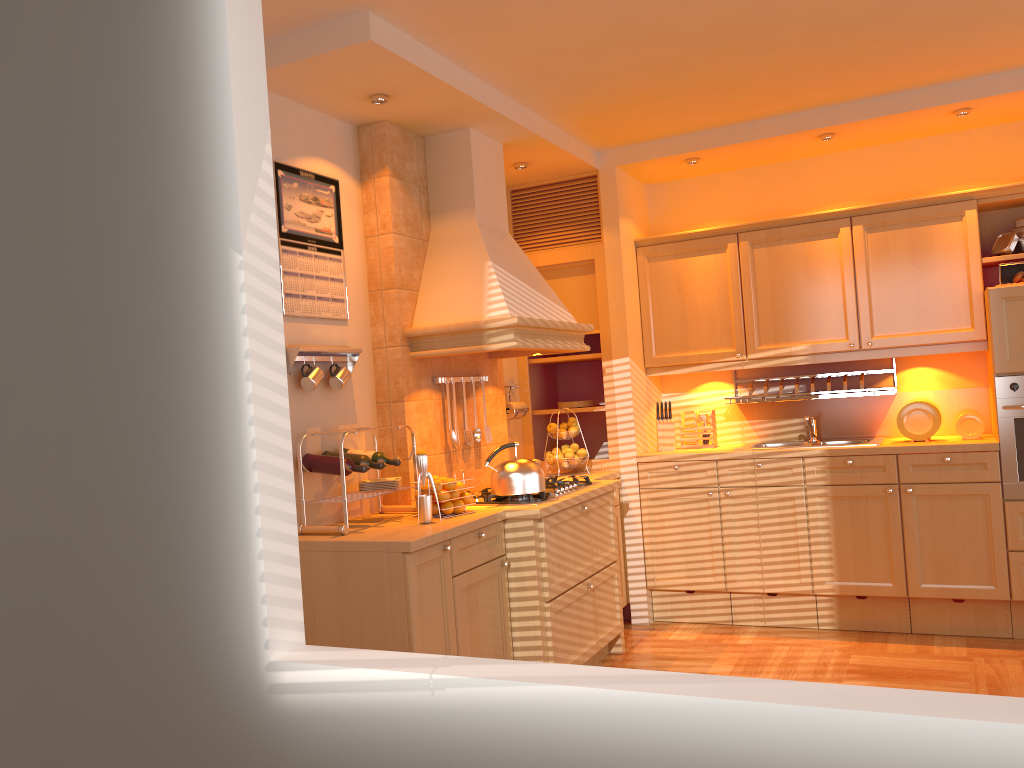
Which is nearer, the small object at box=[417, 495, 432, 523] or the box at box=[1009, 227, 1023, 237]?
the small object at box=[417, 495, 432, 523]

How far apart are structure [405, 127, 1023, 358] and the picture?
0.3m

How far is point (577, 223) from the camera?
5.16m

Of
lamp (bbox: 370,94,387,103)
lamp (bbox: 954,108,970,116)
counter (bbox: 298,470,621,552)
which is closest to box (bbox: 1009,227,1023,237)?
lamp (bbox: 954,108,970,116)

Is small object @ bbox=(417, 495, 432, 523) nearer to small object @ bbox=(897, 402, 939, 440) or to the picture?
the picture

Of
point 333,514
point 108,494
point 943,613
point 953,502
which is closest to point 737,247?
point 953,502

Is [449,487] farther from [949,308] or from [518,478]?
[949,308]

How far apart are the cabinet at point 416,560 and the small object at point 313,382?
0.6 meters

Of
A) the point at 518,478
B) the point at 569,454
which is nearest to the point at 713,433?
the point at 569,454

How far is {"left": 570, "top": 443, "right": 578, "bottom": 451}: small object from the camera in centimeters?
496cm
